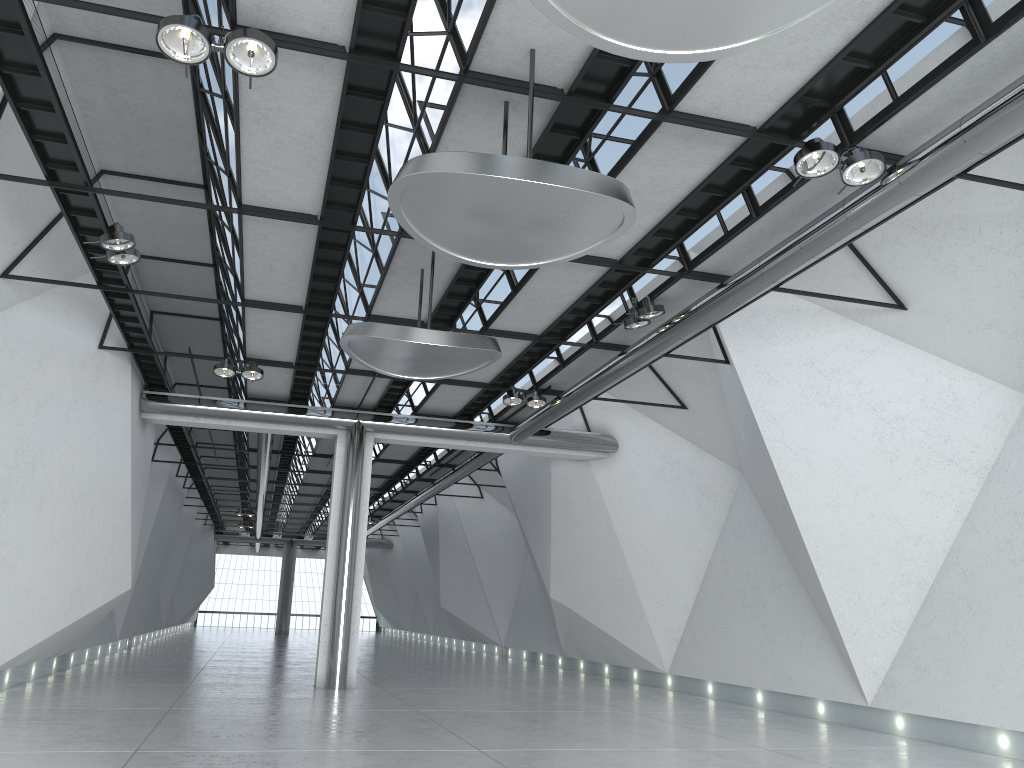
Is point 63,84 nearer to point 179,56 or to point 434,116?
point 179,56
